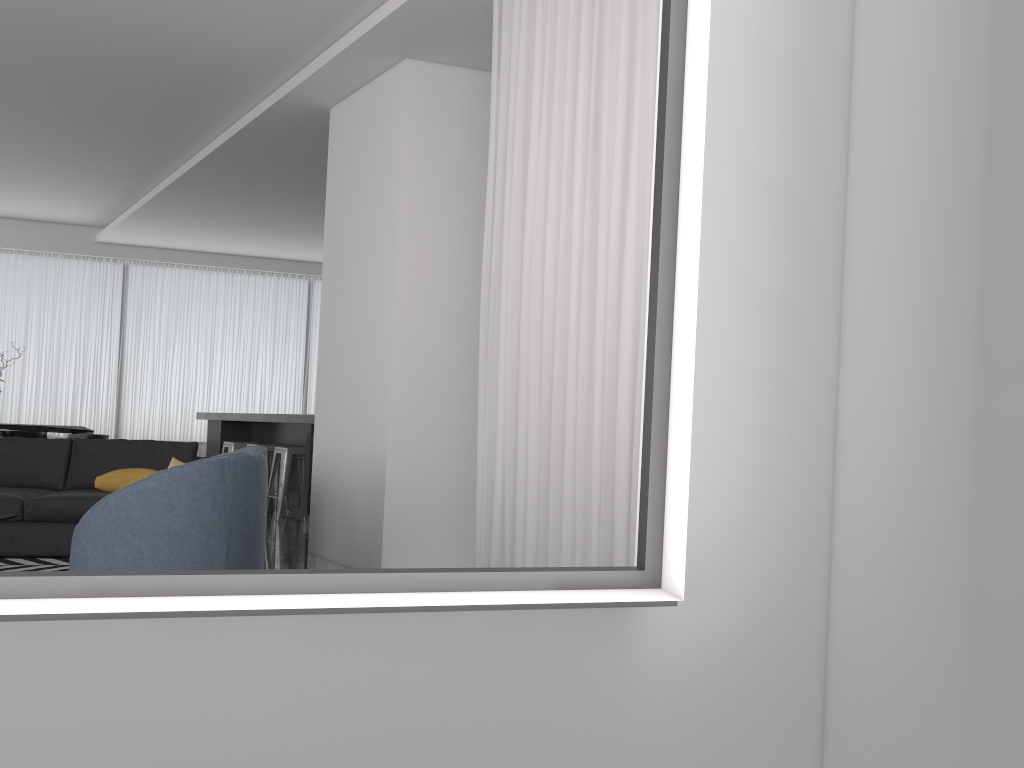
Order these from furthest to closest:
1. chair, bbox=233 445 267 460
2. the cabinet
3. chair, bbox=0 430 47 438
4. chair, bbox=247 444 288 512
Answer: chair, bbox=0 430 47 438
chair, bbox=247 444 288 512
the cabinet
chair, bbox=233 445 267 460

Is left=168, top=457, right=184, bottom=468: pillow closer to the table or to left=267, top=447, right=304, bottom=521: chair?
left=267, top=447, right=304, bottom=521: chair

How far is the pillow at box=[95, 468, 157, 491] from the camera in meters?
5.7

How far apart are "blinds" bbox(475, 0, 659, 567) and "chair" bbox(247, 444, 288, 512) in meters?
5.1

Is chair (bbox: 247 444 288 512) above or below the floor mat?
above

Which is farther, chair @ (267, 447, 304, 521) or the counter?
chair @ (267, 447, 304, 521)

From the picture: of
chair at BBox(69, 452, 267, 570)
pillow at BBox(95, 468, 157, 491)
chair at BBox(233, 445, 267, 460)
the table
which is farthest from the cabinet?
chair at BBox(69, 452, 267, 570)

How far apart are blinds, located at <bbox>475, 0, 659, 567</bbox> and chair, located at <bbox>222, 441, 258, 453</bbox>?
5.83m

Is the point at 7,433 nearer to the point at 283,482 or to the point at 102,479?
the point at 283,482

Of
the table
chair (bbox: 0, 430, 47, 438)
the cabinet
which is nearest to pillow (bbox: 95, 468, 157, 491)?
the cabinet
